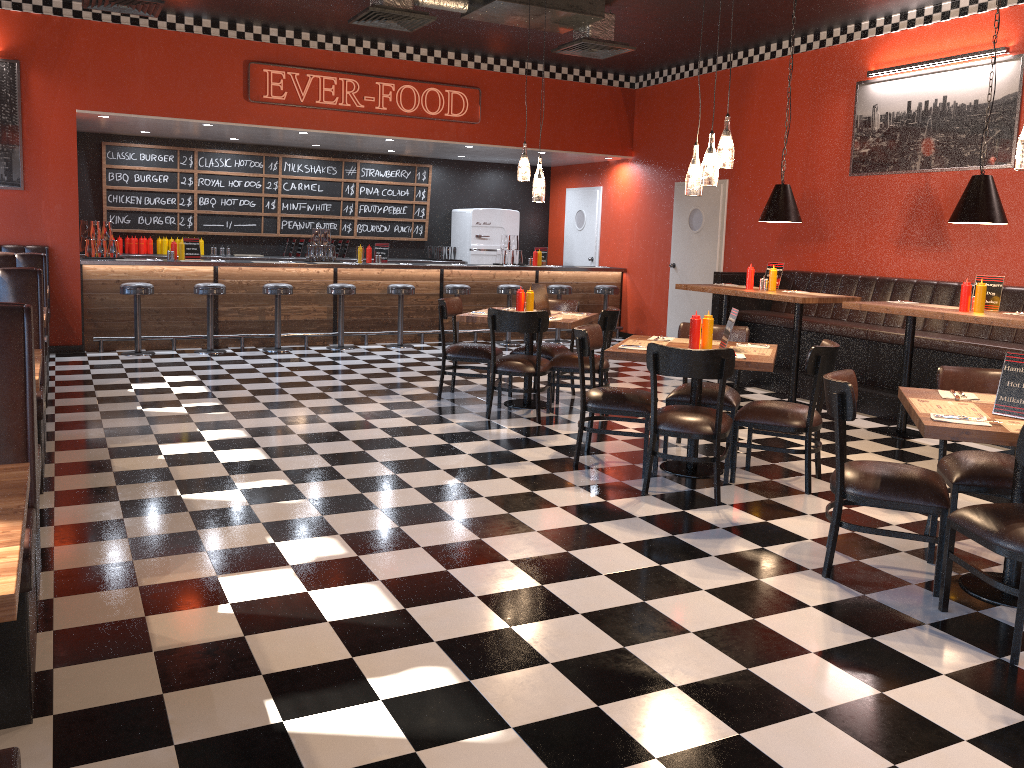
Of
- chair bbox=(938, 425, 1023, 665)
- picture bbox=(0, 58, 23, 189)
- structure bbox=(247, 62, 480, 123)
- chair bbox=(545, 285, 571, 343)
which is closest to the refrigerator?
chair bbox=(545, 285, 571, 343)

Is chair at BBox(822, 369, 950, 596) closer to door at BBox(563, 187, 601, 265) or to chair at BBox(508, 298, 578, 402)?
chair at BBox(508, 298, 578, 402)

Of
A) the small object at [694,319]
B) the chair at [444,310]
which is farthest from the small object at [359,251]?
the small object at [694,319]

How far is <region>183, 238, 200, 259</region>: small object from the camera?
10.4m

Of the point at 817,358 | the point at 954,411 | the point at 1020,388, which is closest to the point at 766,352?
the point at 817,358

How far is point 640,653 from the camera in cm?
314

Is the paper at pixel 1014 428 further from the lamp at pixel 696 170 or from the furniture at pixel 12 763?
the furniture at pixel 12 763

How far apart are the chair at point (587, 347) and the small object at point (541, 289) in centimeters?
157cm

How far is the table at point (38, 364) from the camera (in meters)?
4.03

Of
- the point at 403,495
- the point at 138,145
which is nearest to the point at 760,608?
the point at 403,495
